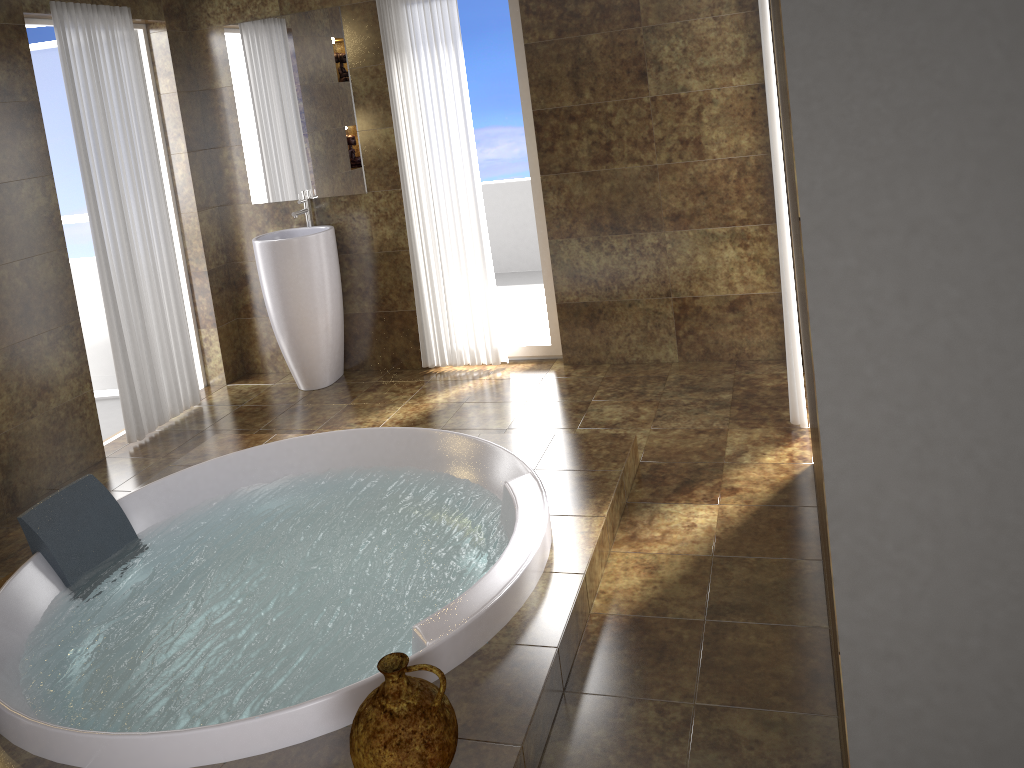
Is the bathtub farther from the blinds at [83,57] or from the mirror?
the mirror

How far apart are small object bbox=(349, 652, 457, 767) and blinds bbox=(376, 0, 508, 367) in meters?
3.0 m

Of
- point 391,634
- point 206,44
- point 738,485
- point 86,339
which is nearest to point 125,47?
point 206,44

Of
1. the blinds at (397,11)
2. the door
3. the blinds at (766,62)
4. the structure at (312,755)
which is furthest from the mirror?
the blinds at (766,62)

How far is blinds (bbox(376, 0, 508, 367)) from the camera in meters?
4.5

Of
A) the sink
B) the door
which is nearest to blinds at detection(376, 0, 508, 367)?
the sink

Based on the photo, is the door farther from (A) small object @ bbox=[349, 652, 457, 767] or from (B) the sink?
(A) small object @ bbox=[349, 652, 457, 767]

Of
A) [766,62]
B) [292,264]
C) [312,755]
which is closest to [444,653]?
[312,755]

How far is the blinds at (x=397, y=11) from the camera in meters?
4.5

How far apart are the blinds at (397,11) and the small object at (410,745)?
3.0 meters
